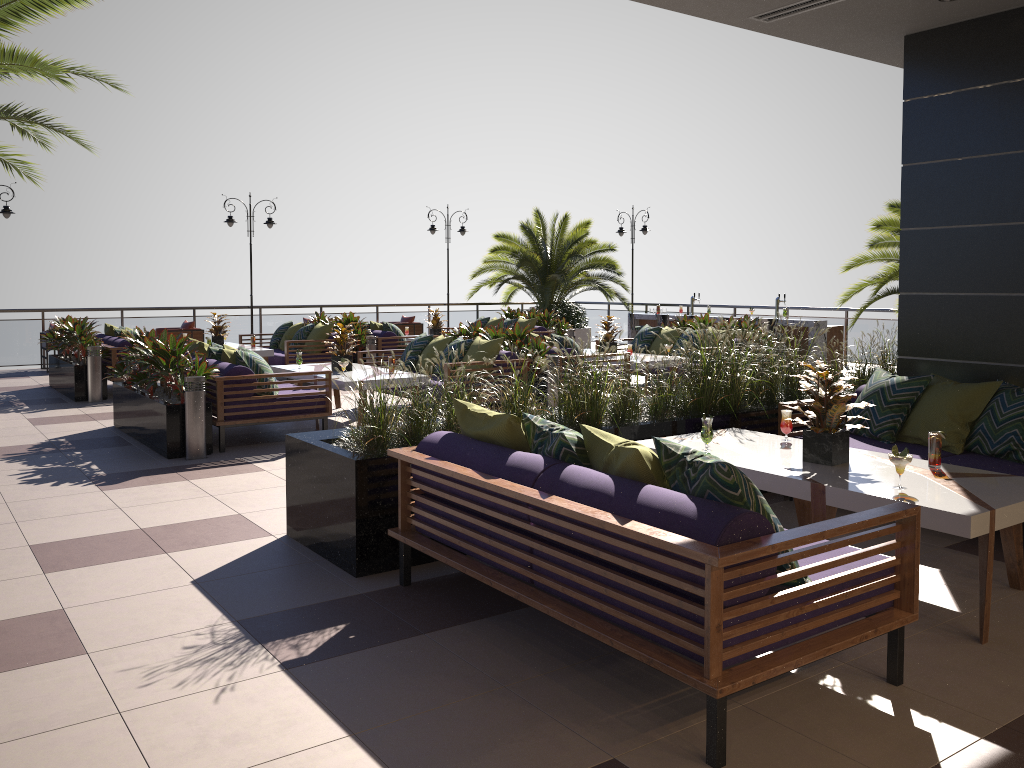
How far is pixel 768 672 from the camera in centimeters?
282cm

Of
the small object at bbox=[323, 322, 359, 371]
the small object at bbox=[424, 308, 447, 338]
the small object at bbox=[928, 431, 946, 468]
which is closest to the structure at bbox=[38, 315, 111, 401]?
the small object at bbox=[323, 322, 359, 371]

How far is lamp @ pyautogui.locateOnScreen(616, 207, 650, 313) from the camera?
19.9 meters

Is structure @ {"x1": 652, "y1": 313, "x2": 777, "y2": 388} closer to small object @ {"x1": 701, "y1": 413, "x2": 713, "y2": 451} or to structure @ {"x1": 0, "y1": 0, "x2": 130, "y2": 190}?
small object @ {"x1": 701, "y1": 413, "x2": 713, "y2": 451}

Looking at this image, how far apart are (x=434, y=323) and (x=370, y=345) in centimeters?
213cm

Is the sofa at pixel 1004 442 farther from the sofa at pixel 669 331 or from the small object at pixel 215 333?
the small object at pixel 215 333

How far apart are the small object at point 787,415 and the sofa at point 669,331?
7.24m

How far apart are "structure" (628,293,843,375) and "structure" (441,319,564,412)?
6.16m

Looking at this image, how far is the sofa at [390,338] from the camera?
13.7 meters

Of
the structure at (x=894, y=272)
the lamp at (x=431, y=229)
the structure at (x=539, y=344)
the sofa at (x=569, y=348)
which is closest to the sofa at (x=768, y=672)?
the structure at (x=539, y=344)
